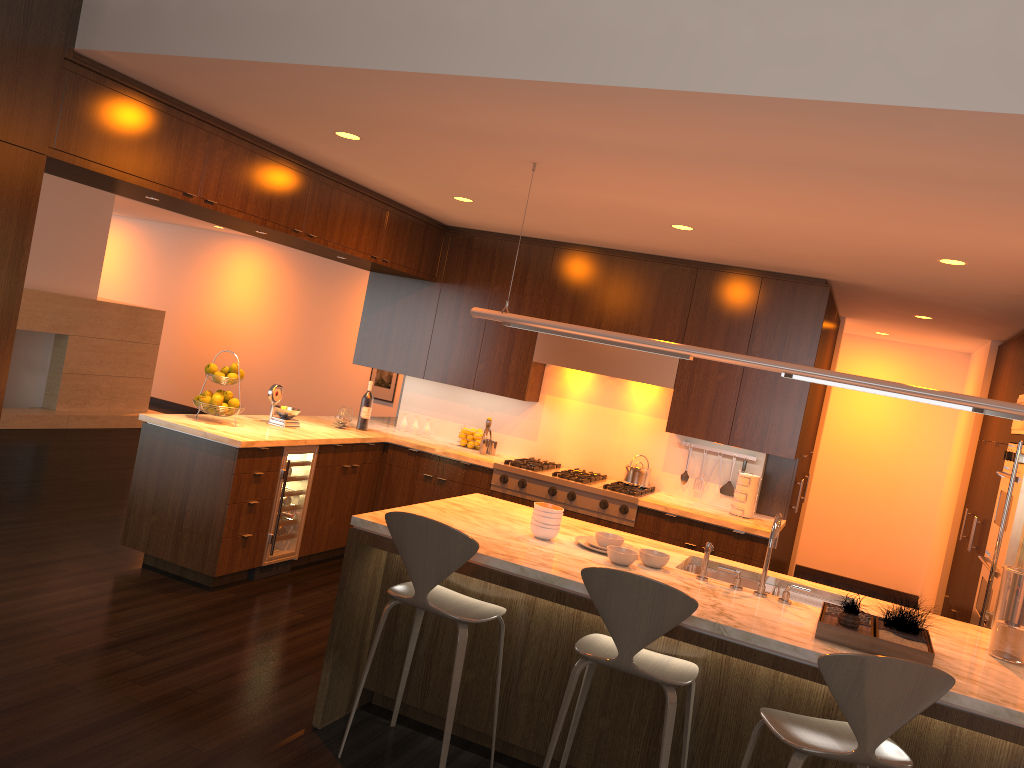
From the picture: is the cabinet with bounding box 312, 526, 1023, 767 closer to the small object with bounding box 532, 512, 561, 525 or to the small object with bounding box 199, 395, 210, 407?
the small object with bounding box 532, 512, 561, 525

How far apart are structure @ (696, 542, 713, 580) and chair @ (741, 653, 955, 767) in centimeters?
80cm

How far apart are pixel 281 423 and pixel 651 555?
3.1m

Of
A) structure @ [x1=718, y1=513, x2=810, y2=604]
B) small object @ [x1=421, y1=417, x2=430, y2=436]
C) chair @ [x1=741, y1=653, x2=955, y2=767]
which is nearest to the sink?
structure @ [x1=718, y1=513, x2=810, y2=604]

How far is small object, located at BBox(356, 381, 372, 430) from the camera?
6.70m

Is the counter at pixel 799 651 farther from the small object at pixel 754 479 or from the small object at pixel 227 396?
the small object at pixel 227 396

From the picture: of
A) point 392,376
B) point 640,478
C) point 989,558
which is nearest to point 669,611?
point 640,478

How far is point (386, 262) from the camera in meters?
6.2

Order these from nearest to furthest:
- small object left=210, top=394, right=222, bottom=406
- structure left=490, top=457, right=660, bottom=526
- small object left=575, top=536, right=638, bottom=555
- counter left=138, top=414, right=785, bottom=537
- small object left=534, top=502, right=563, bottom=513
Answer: small object left=534, top=502, right=563, bottom=513 < small object left=575, top=536, right=638, bottom=555 < counter left=138, top=414, right=785, bottom=537 < small object left=210, top=394, right=222, bottom=406 < structure left=490, top=457, right=660, bottom=526

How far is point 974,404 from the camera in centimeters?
334cm
